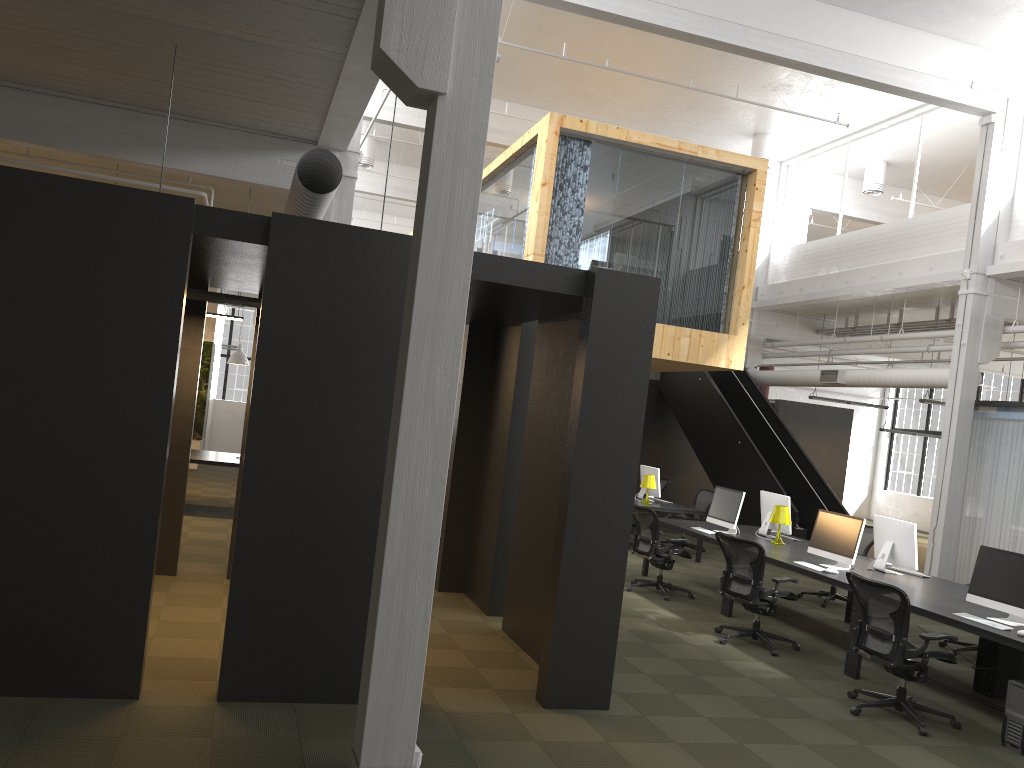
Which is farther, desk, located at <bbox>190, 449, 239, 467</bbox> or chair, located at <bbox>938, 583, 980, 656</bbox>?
desk, located at <bbox>190, 449, 239, 467</bbox>

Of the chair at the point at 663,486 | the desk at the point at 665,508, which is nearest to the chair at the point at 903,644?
the desk at the point at 665,508

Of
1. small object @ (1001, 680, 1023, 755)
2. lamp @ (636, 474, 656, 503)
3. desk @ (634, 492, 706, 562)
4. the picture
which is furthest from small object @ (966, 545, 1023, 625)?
the picture

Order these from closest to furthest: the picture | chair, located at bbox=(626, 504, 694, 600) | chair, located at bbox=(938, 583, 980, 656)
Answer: chair, located at bbox=(938, 583, 980, 656) < chair, located at bbox=(626, 504, 694, 600) < the picture

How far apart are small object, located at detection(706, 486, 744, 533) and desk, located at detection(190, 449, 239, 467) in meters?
6.2 m

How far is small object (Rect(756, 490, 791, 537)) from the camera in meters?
10.4

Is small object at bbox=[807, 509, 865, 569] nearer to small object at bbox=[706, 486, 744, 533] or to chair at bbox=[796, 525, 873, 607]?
small object at bbox=[706, 486, 744, 533]

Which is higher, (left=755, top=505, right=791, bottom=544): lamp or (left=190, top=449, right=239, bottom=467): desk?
(left=755, top=505, right=791, bottom=544): lamp

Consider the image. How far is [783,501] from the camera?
10.4m

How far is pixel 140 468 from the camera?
4.9m
